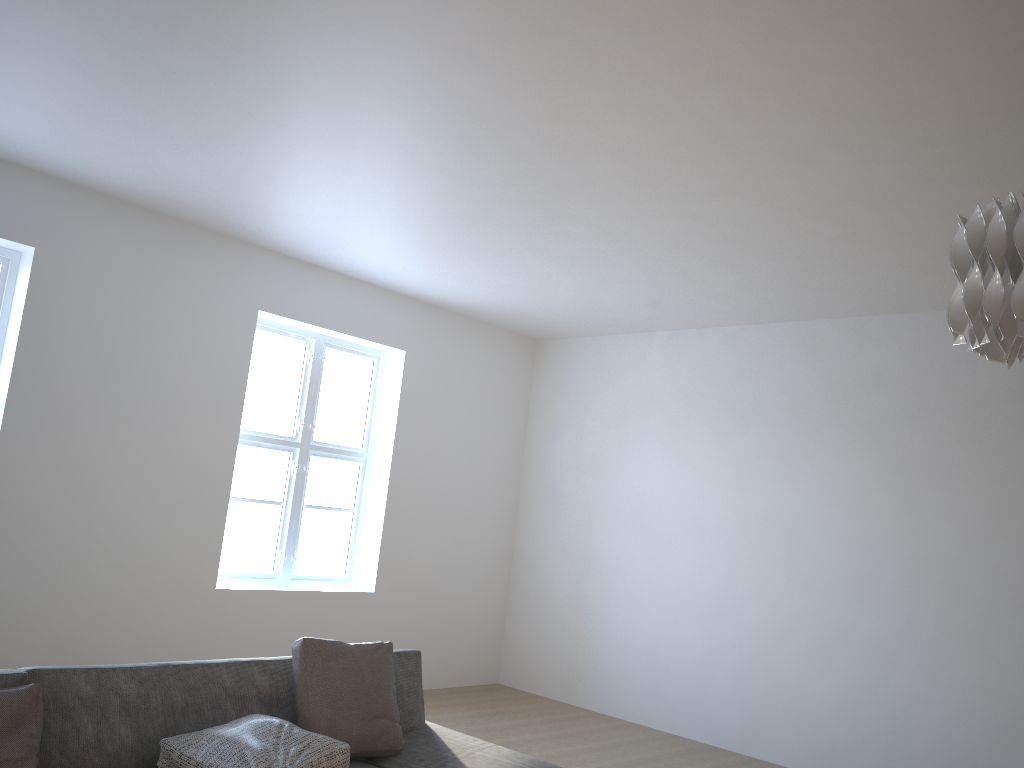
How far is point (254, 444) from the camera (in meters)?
5.73

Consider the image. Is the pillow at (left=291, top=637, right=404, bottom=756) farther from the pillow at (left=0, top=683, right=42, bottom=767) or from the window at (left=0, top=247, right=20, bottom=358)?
the window at (left=0, top=247, right=20, bottom=358)

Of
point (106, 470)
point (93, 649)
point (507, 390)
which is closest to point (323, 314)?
point (106, 470)

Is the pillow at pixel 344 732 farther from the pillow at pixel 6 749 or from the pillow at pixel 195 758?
the pillow at pixel 6 749

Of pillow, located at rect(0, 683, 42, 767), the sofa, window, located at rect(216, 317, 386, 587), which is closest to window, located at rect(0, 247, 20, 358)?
window, located at rect(216, 317, 386, 587)

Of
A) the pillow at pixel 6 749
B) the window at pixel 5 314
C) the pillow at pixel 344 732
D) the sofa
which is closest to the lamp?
the sofa

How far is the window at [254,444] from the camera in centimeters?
573cm

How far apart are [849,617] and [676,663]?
1.2 meters

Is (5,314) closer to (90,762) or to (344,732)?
(90,762)

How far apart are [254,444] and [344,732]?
3.14m
